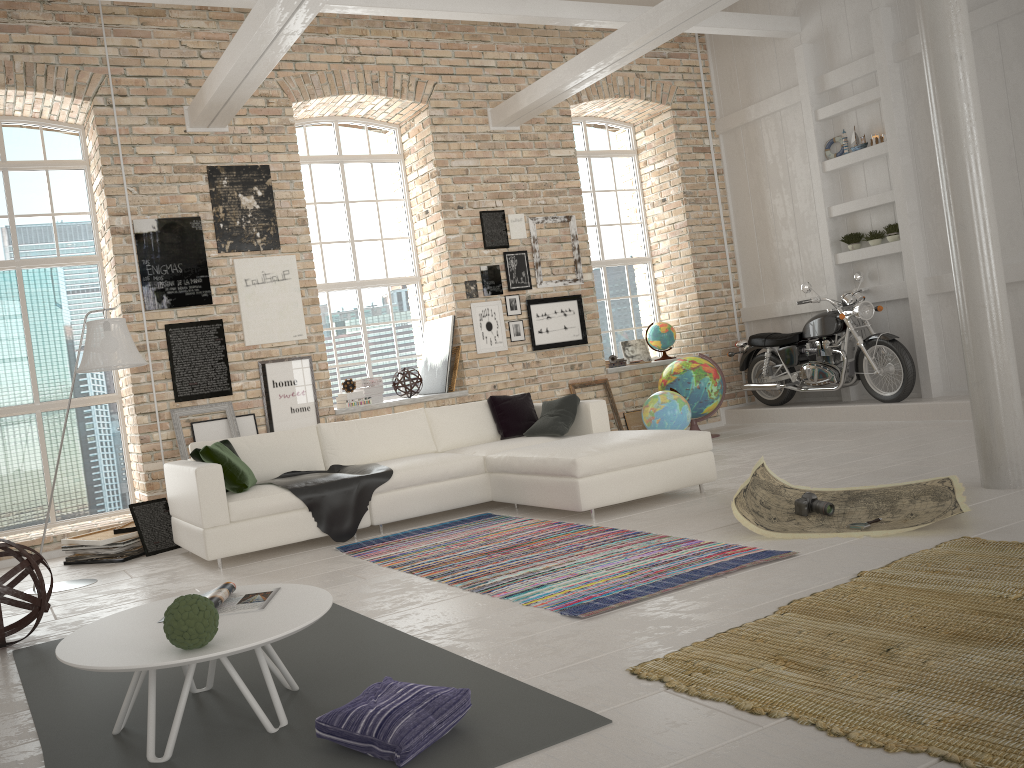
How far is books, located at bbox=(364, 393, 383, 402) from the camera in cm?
872

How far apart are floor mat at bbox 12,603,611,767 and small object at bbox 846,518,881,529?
2.36m

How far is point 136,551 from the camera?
6.40m

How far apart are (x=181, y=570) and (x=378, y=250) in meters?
4.5 m

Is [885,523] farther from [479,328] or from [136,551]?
[479,328]

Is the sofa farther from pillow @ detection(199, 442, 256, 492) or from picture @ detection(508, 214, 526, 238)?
picture @ detection(508, 214, 526, 238)

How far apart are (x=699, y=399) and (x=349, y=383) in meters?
3.6

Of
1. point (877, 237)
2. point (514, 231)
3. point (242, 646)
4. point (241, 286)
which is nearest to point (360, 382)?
point (241, 286)

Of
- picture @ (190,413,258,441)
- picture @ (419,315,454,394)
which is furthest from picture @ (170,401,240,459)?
picture @ (419,315,454,394)

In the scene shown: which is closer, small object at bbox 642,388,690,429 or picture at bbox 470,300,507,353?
small object at bbox 642,388,690,429
